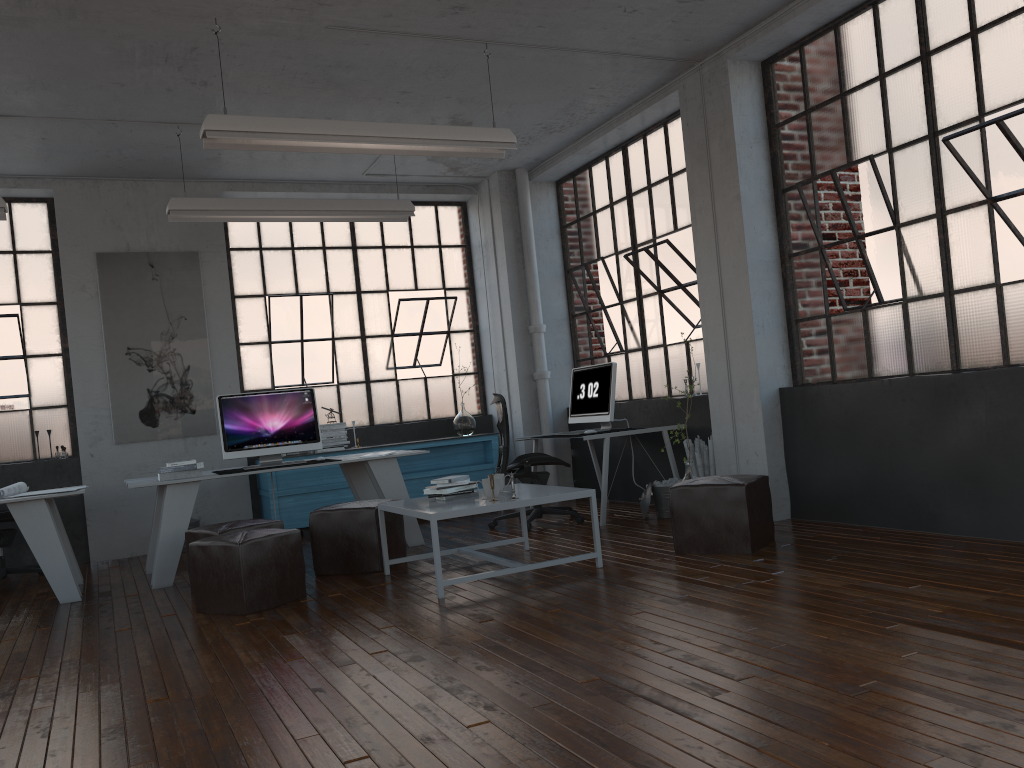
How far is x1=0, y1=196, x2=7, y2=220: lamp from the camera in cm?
593

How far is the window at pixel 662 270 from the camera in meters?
7.3 m

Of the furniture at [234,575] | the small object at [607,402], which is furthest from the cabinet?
the furniture at [234,575]

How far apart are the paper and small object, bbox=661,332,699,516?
4.4m

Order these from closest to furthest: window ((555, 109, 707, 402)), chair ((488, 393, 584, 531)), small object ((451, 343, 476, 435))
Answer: chair ((488, 393, 584, 531)) → window ((555, 109, 707, 402)) → small object ((451, 343, 476, 435))

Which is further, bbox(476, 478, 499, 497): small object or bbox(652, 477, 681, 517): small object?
bbox(652, 477, 681, 517): small object

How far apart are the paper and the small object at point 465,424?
3.8m

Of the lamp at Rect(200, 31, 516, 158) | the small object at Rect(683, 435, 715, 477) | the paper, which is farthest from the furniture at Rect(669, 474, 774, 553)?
the paper

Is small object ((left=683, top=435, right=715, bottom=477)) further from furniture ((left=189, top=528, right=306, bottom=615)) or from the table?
furniture ((left=189, top=528, right=306, bottom=615))

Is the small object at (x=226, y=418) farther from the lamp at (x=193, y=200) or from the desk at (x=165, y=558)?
the lamp at (x=193, y=200)
